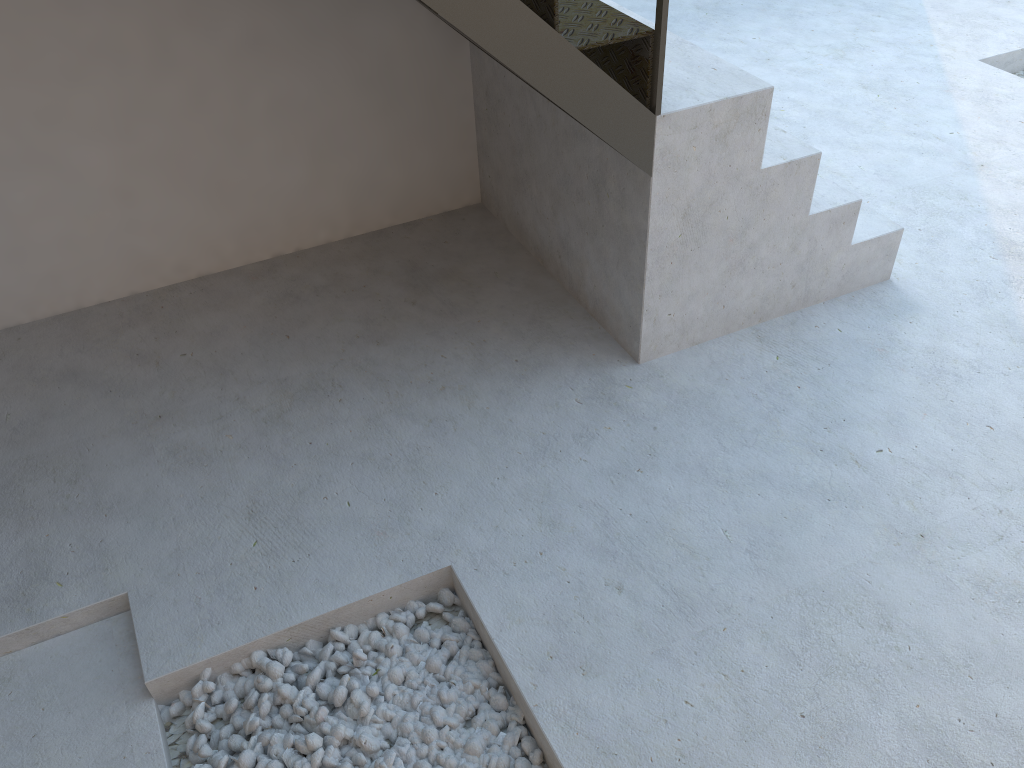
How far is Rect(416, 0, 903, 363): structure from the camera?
2.0m

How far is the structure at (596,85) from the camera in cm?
202

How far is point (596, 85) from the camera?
2.0m
